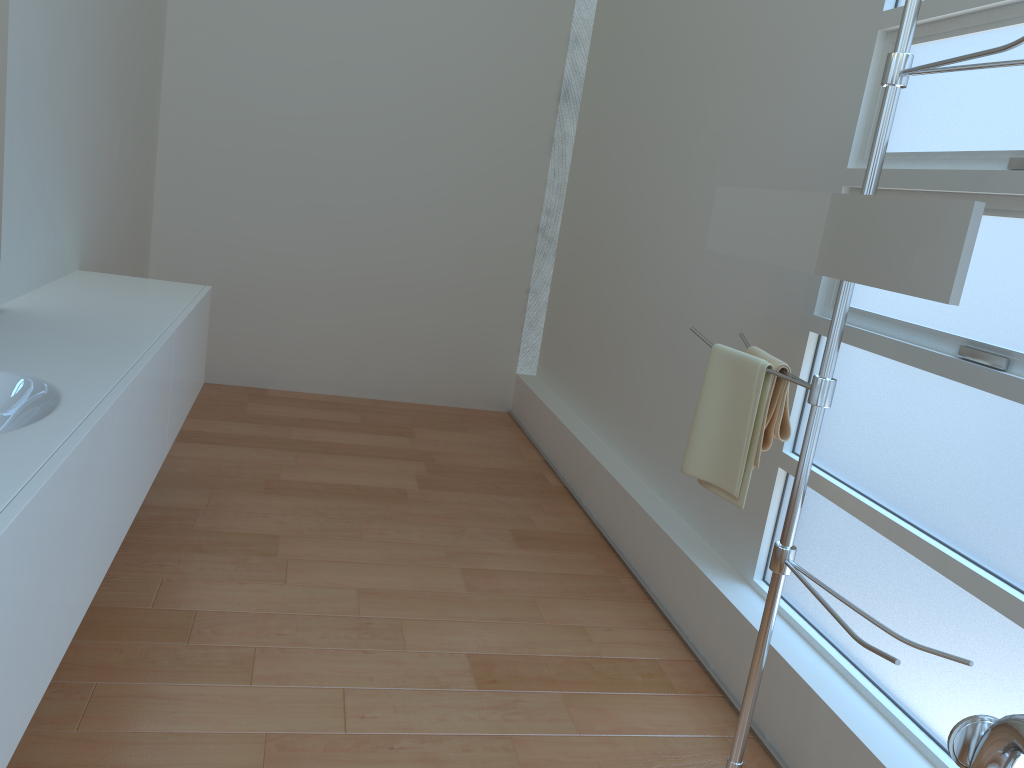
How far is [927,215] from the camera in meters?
1.5 m

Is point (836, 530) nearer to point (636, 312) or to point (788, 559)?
point (788, 559)

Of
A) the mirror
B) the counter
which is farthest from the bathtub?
the counter

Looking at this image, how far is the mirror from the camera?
1.5 meters

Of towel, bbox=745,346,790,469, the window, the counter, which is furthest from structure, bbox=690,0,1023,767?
the counter

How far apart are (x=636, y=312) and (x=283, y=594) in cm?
189

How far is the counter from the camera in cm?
125

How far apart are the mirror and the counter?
1.43m

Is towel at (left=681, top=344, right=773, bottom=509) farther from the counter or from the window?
the counter

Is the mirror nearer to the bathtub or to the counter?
the bathtub
